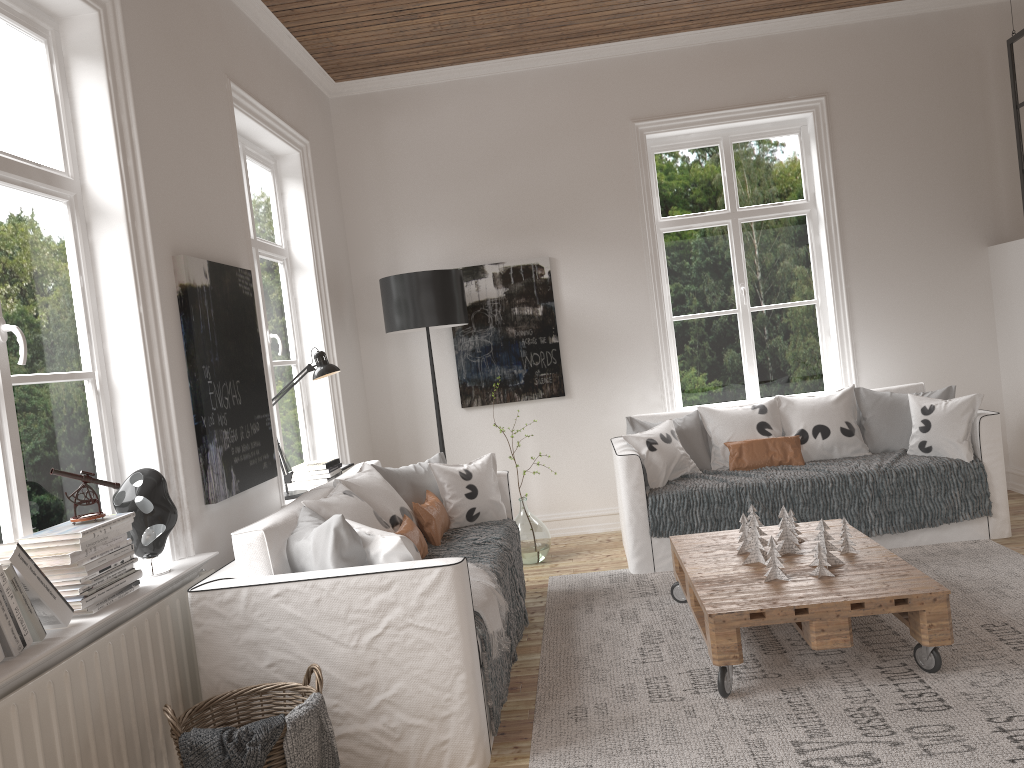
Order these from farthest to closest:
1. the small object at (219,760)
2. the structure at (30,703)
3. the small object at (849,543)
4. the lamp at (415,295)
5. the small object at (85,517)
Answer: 1. the lamp at (415,295)
2. the small object at (849,543)
3. the small object at (85,517)
4. the small object at (219,760)
5. the structure at (30,703)

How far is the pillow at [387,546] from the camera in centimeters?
273cm

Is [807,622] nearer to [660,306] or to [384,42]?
[660,306]

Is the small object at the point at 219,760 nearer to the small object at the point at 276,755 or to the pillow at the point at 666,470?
the small object at the point at 276,755

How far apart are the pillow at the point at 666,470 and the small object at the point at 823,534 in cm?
143

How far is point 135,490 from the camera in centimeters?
276cm

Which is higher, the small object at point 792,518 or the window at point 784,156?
the window at point 784,156

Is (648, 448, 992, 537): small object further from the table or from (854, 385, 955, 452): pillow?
the table

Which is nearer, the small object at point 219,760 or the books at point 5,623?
the books at point 5,623

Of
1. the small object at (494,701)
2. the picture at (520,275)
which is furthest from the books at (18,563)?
the picture at (520,275)
